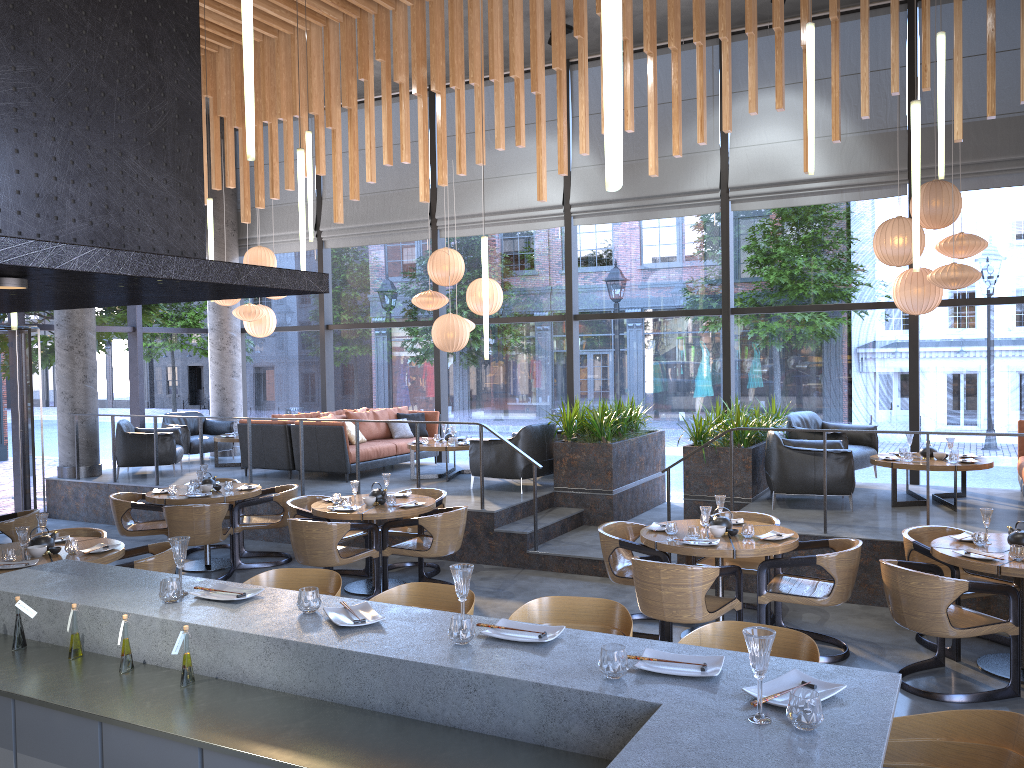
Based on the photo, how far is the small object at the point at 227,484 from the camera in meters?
8.8

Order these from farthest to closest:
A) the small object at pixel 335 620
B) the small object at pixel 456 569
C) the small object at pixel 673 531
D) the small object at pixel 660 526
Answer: the small object at pixel 660 526 → the small object at pixel 673 531 → the small object at pixel 335 620 → the small object at pixel 456 569

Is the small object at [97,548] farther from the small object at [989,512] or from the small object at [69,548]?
the small object at [989,512]

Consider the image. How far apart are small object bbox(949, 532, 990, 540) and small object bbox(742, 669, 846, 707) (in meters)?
4.04

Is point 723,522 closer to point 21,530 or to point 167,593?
point 167,593

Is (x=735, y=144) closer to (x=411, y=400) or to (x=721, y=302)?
(x=721, y=302)

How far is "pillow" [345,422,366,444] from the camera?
11.32m

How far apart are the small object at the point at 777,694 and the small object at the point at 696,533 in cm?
358

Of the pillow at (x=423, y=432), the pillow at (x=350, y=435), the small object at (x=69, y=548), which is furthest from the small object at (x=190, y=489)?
the pillow at (x=423, y=432)

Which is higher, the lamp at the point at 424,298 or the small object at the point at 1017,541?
the lamp at the point at 424,298
